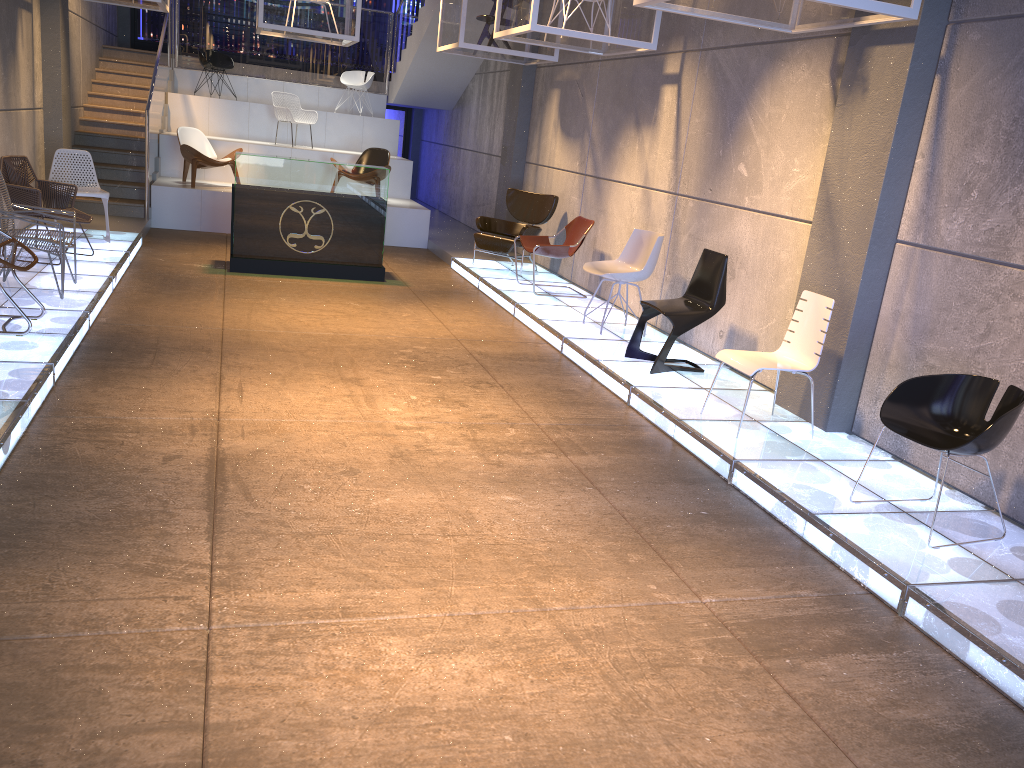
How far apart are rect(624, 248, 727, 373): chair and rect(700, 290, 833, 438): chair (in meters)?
0.95

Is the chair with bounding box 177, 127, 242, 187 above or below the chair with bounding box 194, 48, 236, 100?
below

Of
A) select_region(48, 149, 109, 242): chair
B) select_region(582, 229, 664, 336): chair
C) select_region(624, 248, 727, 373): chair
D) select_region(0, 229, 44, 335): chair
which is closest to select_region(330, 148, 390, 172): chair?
select_region(48, 149, 109, 242): chair

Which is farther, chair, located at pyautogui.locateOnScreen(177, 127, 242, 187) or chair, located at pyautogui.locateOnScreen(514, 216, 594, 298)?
chair, located at pyautogui.locateOnScreen(177, 127, 242, 187)

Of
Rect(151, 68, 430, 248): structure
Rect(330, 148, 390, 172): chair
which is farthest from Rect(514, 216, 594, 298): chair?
Rect(330, 148, 390, 172): chair

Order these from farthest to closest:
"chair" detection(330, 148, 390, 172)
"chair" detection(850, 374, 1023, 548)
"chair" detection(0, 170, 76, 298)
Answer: "chair" detection(330, 148, 390, 172) < "chair" detection(0, 170, 76, 298) < "chair" detection(850, 374, 1023, 548)

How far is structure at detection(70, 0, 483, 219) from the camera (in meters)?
12.00

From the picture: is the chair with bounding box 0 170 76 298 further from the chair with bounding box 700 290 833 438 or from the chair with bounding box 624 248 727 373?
the chair with bounding box 700 290 833 438

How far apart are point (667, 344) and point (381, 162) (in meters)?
7.76

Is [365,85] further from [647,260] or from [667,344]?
[667,344]
